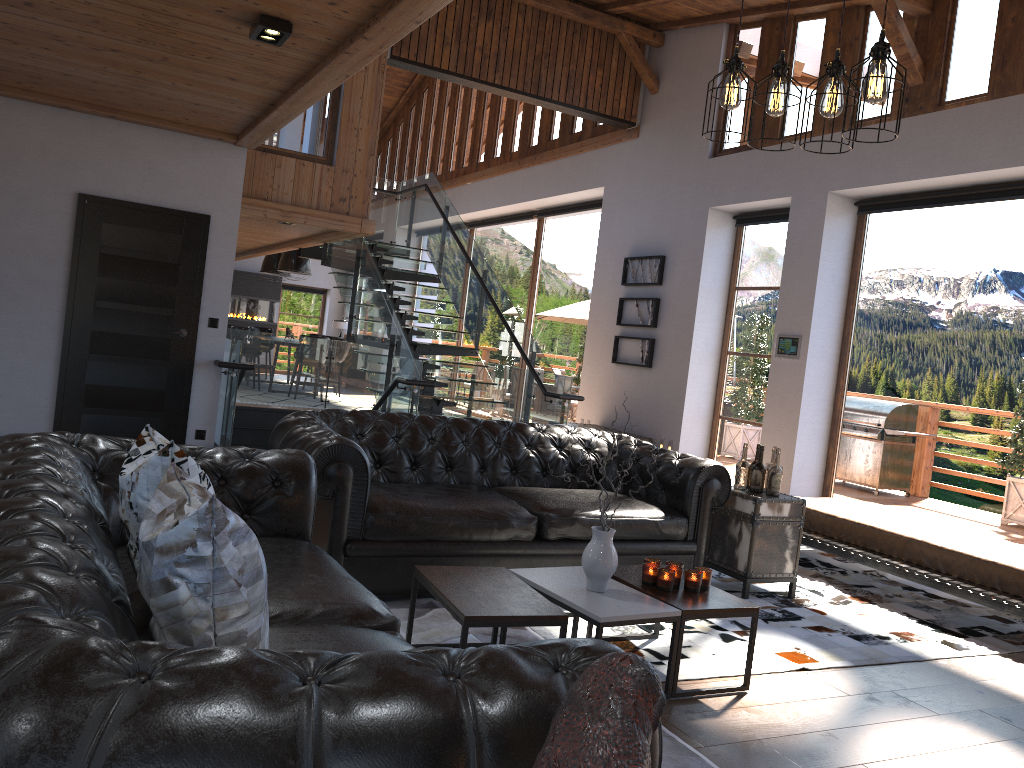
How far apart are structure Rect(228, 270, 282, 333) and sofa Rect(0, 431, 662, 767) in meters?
17.6 m

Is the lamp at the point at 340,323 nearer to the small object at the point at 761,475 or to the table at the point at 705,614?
the small object at the point at 761,475

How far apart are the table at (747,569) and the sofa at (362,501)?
0.1m

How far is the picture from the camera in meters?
10.2 m

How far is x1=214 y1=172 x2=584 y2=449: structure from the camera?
8.6 meters

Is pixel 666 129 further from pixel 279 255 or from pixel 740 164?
pixel 279 255

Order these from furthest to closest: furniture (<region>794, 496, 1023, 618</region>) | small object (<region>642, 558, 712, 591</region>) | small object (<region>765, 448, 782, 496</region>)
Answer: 1. small object (<region>765, 448, 782, 496</region>)
2. furniture (<region>794, 496, 1023, 618</region>)
3. small object (<region>642, 558, 712, 591</region>)

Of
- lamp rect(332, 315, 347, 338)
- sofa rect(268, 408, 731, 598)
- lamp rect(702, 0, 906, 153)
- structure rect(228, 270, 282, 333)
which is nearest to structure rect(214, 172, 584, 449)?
sofa rect(268, 408, 731, 598)

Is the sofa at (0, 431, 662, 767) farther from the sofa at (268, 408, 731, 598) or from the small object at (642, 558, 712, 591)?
the small object at (642, 558, 712, 591)

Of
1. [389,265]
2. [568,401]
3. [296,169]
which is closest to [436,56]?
[296,169]
